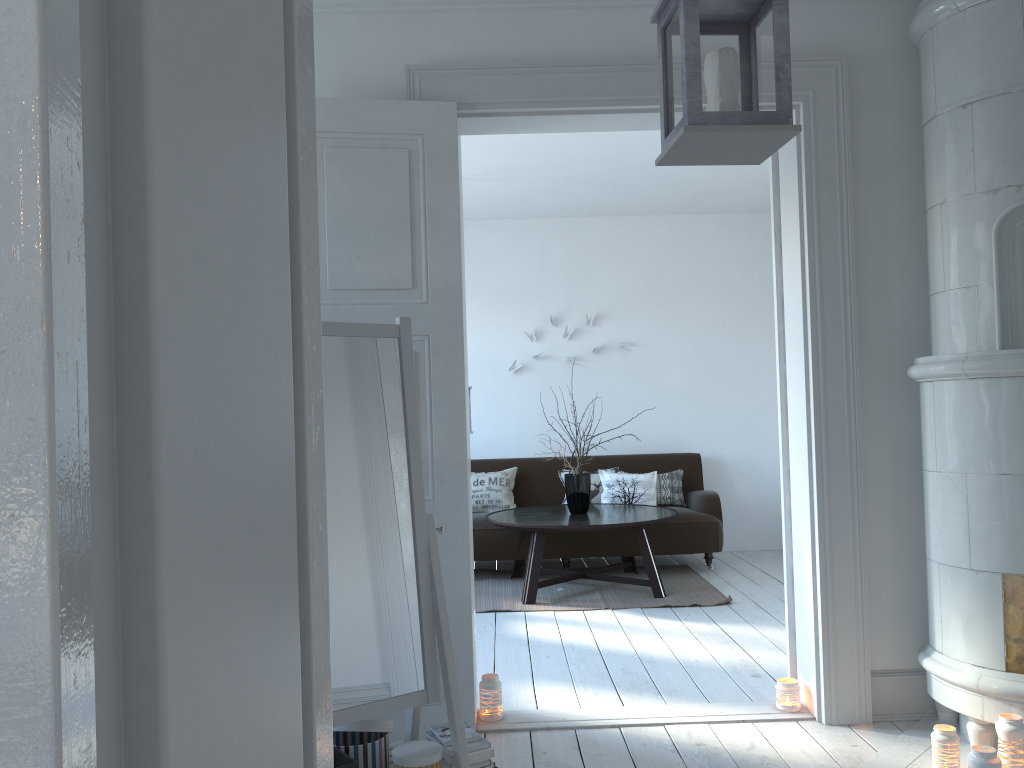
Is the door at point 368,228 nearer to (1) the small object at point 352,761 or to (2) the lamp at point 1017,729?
(2) the lamp at point 1017,729

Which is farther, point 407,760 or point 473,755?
point 473,755

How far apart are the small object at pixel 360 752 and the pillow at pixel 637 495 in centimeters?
425cm

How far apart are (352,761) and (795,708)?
1.8m

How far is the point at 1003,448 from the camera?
2.8m

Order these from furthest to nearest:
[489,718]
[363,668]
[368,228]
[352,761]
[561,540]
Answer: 1. [561,540]
2. [489,718]
3. [368,228]
4. [363,668]
5. [352,761]

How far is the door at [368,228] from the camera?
3.2m

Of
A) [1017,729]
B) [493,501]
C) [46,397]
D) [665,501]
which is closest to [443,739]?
[1017,729]

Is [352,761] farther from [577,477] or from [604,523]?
[577,477]

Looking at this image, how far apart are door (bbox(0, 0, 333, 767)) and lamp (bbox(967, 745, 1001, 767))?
2.6 meters
